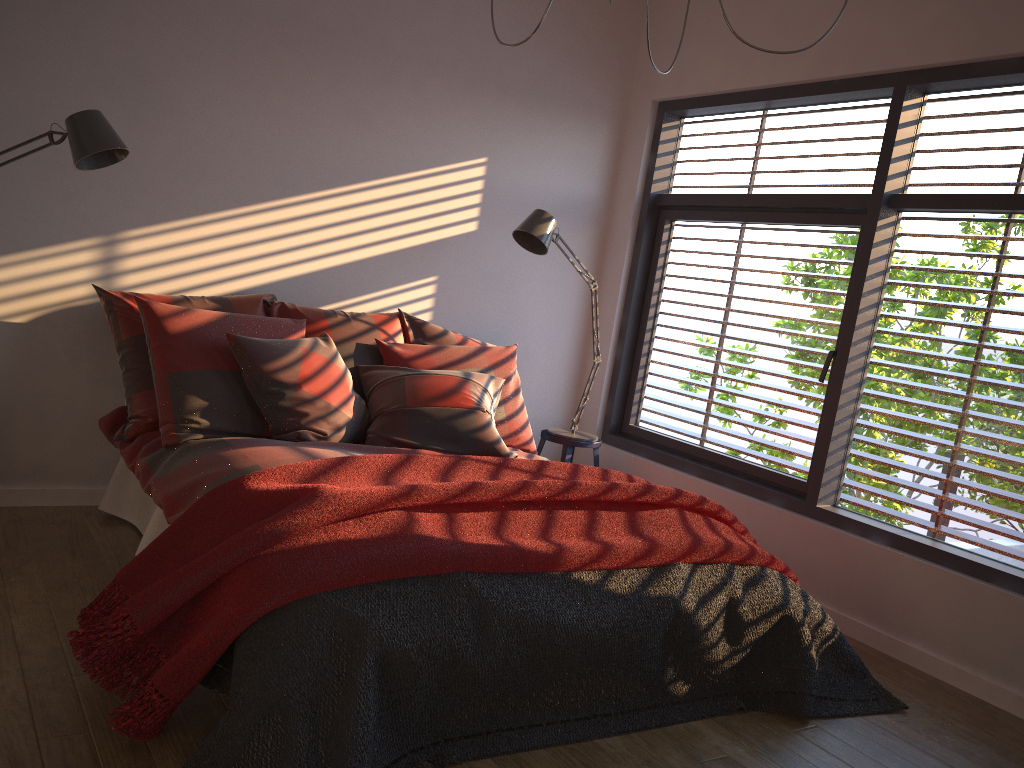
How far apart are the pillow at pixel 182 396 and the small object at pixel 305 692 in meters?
1.2

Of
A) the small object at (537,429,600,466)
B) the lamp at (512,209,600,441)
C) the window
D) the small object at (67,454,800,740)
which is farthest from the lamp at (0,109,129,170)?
the window

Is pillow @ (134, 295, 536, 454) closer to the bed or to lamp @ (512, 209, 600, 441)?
the bed

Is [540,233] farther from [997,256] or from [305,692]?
[305,692]

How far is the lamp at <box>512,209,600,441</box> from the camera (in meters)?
4.23

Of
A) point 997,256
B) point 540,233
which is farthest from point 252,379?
point 997,256

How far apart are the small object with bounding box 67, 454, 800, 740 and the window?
0.8 meters

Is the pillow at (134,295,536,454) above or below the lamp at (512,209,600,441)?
below

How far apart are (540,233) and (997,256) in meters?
1.9 m

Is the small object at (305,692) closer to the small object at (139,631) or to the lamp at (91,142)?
the small object at (139,631)
